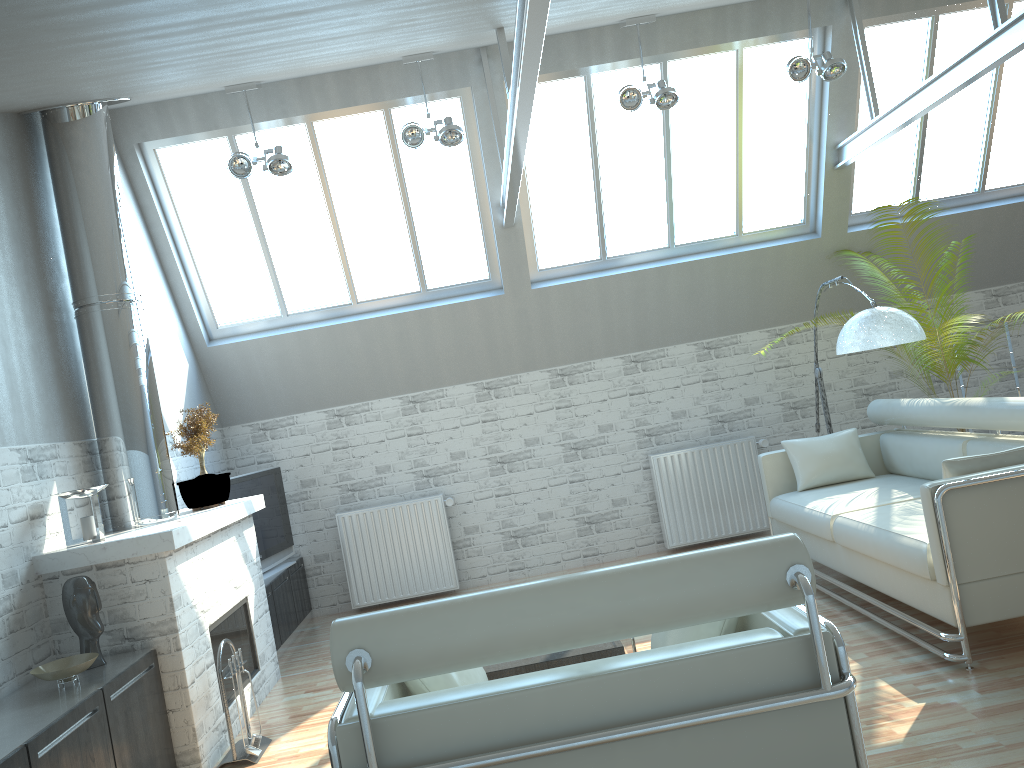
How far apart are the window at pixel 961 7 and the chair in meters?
10.5

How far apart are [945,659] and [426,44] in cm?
779

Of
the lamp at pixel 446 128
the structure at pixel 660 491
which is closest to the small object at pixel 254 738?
the lamp at pixel 446 128

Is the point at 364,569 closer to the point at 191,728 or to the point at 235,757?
the point at 235,757

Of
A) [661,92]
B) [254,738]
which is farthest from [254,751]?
[661,92]

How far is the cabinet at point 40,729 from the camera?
6.02m

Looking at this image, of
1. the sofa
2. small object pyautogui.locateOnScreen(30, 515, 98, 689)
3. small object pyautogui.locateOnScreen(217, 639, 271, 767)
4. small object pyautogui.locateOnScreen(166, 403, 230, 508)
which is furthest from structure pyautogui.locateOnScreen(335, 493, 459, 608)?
small object pyautogui.locateOnScreen(30, 515, 98, 689)

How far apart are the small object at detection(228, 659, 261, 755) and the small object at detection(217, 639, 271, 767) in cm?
5

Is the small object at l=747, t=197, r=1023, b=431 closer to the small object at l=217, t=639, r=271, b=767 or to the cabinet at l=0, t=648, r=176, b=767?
the small object at l=217, t=639, r=271, b=767

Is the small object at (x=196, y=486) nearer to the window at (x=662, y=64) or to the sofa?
the window at (x=662, y=64)
